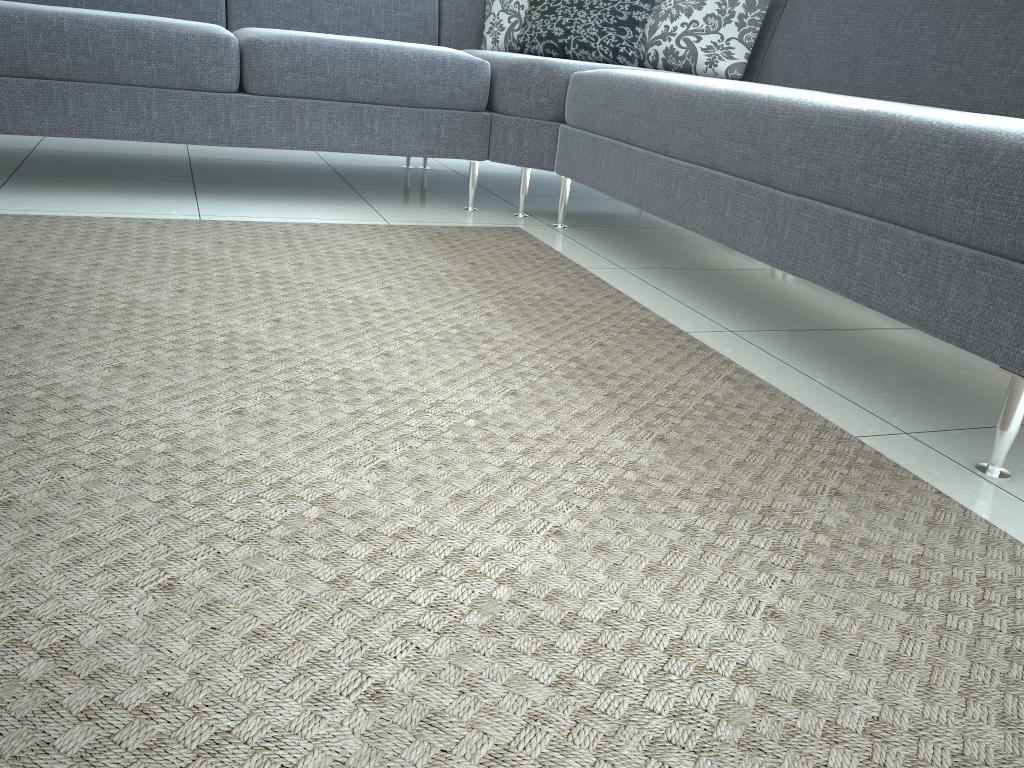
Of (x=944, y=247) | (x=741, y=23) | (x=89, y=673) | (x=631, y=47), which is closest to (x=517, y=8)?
(x=631, y=47)

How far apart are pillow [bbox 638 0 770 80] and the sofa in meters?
0.1

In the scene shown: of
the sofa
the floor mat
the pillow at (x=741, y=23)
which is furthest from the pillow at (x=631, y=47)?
the floor mat

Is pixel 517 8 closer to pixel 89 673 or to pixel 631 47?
pixel 631 47

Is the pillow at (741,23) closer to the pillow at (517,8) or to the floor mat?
the pillow at (517,8)

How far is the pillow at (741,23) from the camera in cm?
272

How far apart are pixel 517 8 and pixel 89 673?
2.9 meters

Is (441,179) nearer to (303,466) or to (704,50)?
(704,50)

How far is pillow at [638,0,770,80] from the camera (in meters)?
2.72

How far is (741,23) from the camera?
2.7m
